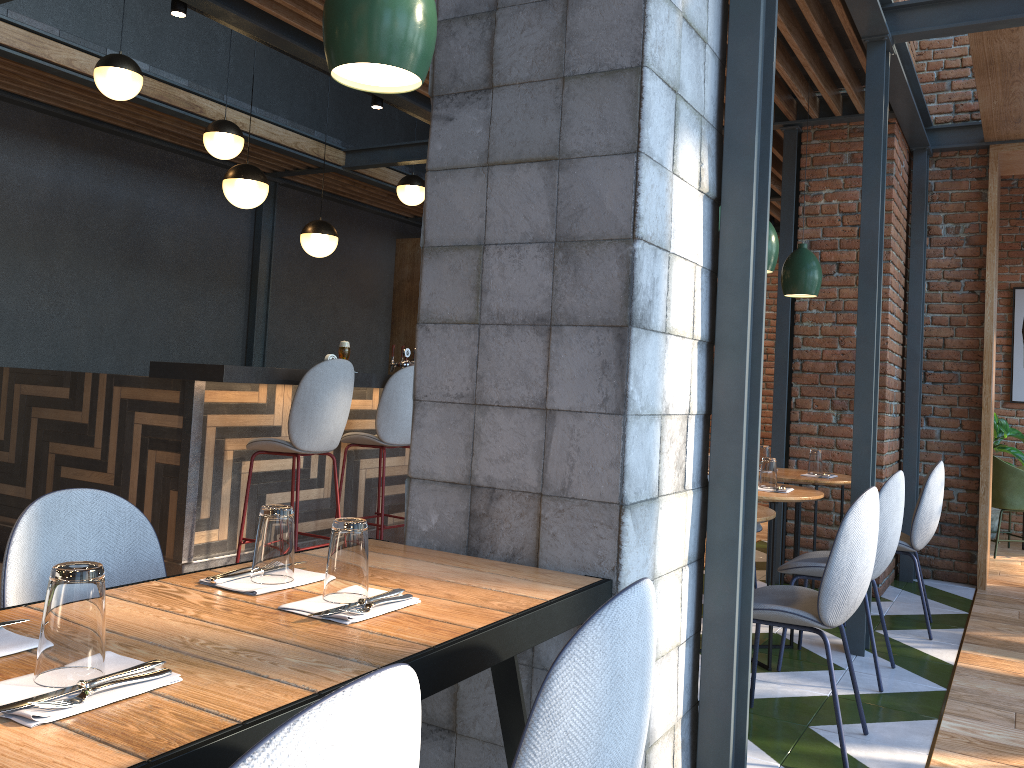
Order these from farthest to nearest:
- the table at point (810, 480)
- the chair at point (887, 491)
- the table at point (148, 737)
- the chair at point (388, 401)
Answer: the chair at point (388, 401) < the table at point (810, 480) < the chair at point (887, 491) < the table at point (148, 737)

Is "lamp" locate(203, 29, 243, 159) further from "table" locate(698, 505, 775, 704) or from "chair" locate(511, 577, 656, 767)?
"chair" locate(511, 577, 656, 767)

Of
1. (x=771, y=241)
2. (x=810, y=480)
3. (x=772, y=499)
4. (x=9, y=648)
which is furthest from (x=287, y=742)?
(x=810, y=480)

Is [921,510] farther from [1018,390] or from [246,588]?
[1018,390]

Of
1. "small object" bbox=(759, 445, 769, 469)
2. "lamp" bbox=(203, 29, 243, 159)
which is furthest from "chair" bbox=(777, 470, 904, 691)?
"lamp" bbox=(203, 29, 243, 159)

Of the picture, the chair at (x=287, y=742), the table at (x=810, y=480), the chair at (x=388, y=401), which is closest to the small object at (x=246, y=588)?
the chair at (x=287, y=742)

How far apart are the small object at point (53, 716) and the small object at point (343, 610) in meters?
0.3

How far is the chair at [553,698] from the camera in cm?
117

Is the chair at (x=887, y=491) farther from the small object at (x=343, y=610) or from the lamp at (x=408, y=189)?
the lamp at (x=408, y=189)

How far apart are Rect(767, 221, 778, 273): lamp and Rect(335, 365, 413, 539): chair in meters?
2.1 m
